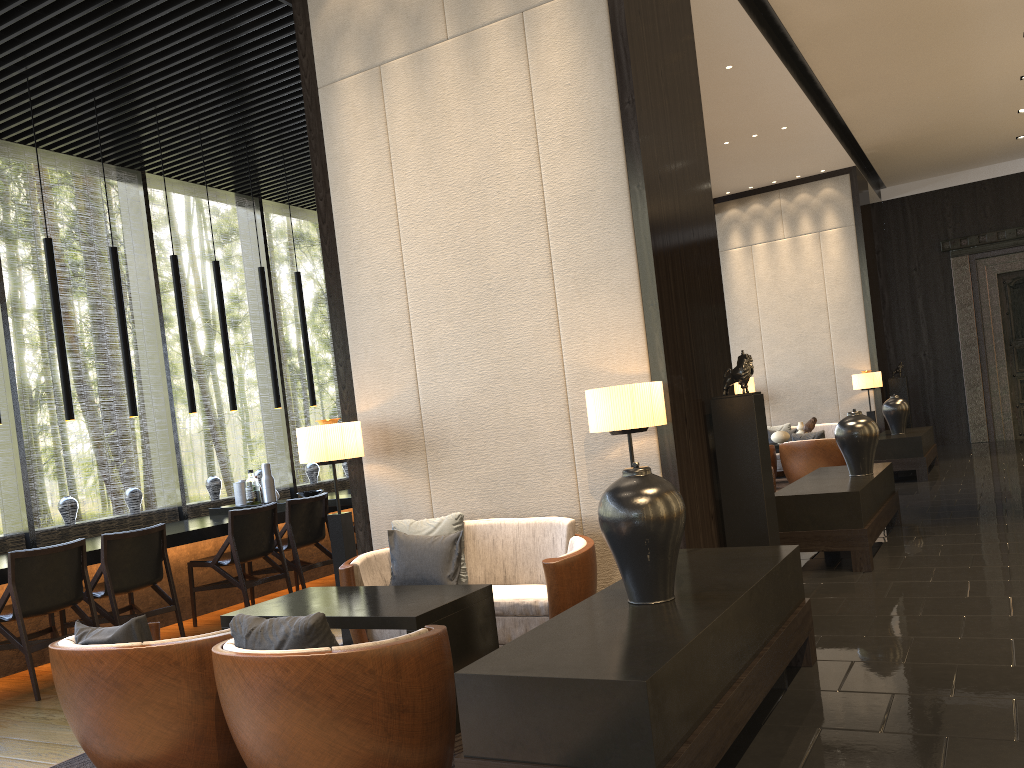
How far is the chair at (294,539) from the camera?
6.7 meters

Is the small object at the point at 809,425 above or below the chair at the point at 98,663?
above

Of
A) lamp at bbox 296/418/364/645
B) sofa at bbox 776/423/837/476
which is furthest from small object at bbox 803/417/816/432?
lamp at bbox 296/418/364/645

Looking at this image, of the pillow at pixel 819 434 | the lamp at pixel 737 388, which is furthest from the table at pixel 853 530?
the pillow at pixel 819 434

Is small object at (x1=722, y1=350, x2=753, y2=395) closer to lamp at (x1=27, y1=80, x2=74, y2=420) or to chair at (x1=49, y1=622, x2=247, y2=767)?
chair at (x1=49, y1=622, x2=247, y2=767)

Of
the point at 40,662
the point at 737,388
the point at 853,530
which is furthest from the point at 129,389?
the point at 853,530

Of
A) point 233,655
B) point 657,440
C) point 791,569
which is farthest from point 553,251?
point 233,655

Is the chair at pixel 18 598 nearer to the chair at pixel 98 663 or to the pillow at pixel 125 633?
the chair at pixel 98 663

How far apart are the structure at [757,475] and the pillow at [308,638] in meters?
2.8

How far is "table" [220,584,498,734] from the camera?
3.4m
